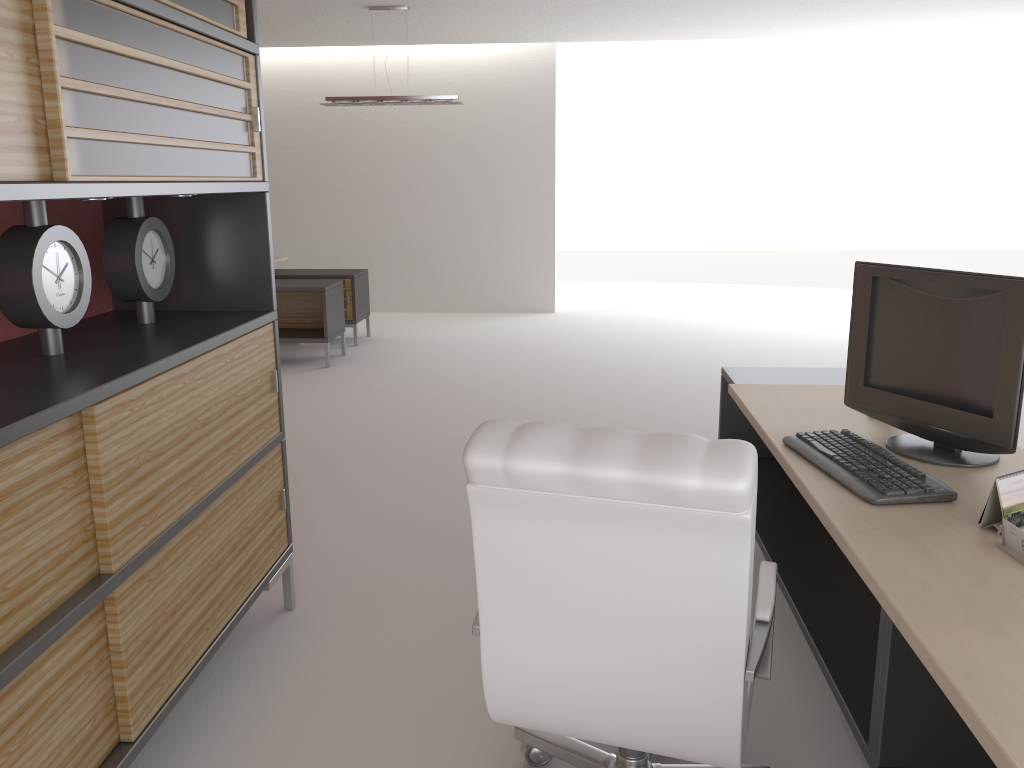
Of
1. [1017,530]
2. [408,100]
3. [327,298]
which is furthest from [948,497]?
[408,100]

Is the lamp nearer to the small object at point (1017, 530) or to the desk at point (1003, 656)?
the desk at point (1003, 656)

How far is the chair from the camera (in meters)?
2.43

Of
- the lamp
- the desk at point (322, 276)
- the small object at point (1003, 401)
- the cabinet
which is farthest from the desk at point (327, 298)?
the small object at point (1003, 401)

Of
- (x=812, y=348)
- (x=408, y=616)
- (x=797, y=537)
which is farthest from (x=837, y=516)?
(x=812, y=348)

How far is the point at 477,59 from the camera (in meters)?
15.20

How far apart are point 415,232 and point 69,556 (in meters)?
13.49

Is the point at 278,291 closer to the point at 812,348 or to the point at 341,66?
the point at 341,66

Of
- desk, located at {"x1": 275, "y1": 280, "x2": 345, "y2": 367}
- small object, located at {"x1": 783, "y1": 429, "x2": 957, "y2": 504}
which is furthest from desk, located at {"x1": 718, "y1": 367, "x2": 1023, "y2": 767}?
desk, located at {"x1": 275, "y1": 280, "x2": 345, "y2": 367}

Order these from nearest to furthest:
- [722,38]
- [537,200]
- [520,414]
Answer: [520,414] < [722,38] < [537,200]
